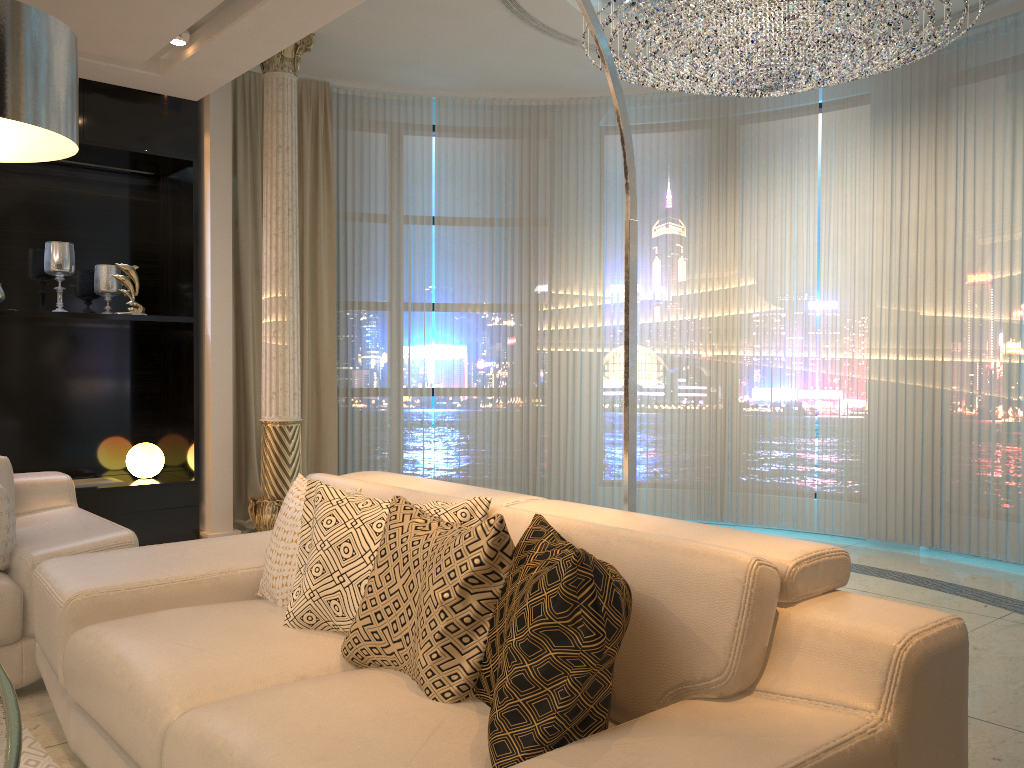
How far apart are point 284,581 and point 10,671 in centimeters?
113cm

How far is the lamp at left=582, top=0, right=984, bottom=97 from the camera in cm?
393

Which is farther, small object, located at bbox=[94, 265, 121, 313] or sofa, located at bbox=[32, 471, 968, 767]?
small object, located at bbox=[94, 265, 121, 313]

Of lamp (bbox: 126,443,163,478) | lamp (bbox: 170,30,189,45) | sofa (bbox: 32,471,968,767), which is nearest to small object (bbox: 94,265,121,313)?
lamp (bbox: 126,443,163,478)

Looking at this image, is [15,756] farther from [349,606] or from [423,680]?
[349,606]

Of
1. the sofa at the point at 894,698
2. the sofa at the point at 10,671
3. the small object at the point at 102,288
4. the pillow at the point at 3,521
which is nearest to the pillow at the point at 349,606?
the sofa at the point at 894,698

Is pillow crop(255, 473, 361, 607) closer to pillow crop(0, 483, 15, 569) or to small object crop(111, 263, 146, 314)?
pillow crop(0, 483, 15, 569)

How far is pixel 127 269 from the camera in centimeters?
503cm

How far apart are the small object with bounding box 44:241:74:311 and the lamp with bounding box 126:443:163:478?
0.92m

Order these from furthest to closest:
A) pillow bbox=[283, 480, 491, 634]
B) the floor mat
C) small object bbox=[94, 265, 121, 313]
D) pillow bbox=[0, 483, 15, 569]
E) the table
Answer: small object bbox=[94, 265, 121, 313]
pillow bbox=[0, 483, 15, 569]
the floor mat
pillow bbox=[283, 480, 491, 634]
the table
